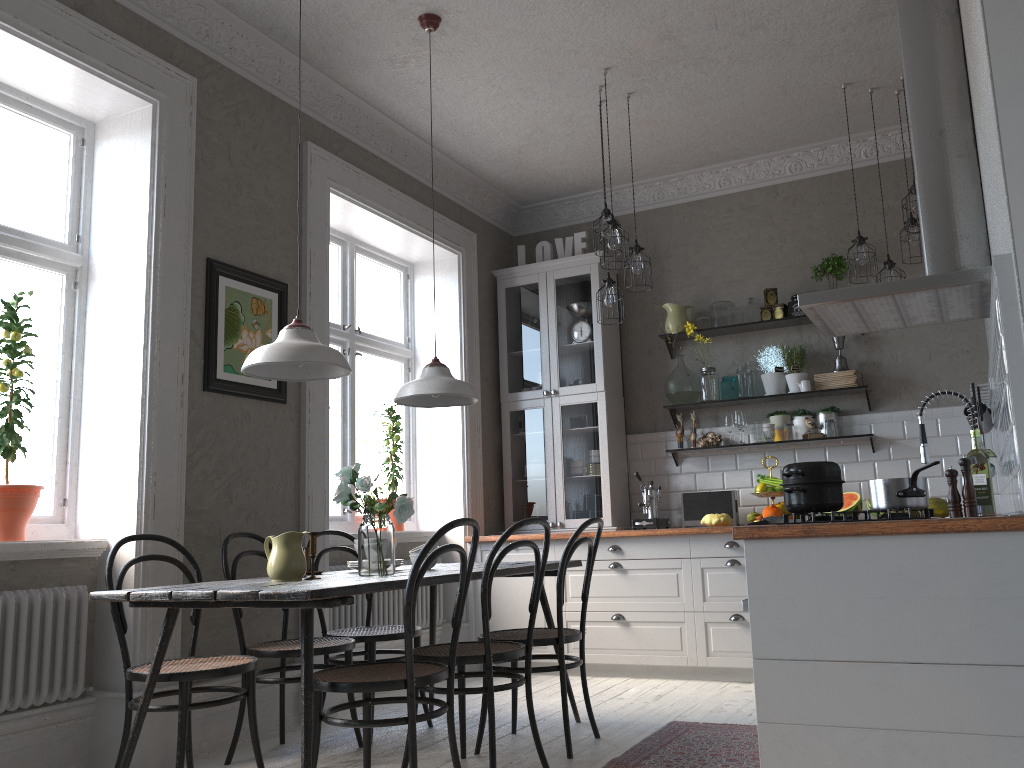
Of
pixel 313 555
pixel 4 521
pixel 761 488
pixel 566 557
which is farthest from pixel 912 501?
pixel 4 521

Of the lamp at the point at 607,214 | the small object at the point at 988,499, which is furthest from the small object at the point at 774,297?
the small object at the point at 988,499

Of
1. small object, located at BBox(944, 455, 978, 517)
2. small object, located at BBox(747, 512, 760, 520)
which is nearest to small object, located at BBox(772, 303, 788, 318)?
small object, located at BBox(747, 512, 760, 520)

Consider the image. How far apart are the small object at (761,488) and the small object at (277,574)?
3.2 meters

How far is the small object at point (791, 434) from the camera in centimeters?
554cm

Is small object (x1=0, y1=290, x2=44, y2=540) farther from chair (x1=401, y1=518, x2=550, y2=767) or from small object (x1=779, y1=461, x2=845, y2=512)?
small object (x1=779, y1=461, x2=845, y2=512)

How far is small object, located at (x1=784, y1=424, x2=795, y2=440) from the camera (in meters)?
5.54

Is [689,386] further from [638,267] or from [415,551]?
[415,551]

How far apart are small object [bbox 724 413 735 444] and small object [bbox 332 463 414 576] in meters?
3.1

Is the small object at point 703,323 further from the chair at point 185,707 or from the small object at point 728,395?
the chair at point 185,707
